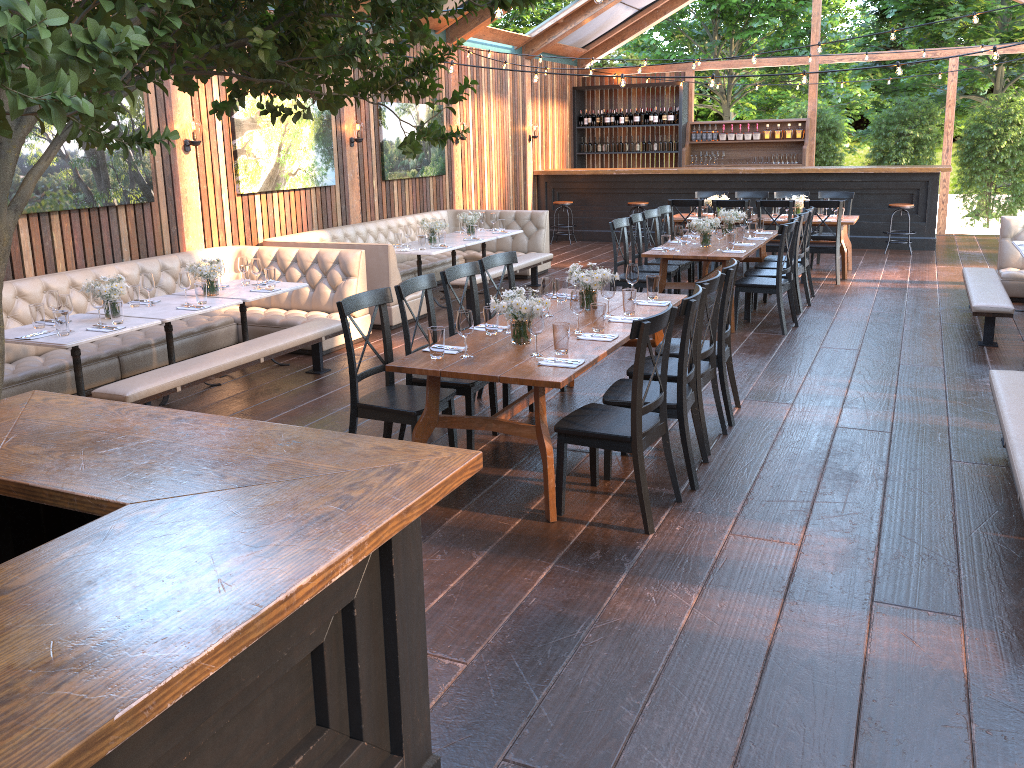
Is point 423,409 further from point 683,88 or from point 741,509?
point 683,88

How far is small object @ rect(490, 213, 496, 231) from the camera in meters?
11.2

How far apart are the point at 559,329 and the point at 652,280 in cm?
169

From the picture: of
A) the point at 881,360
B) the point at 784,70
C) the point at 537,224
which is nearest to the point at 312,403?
the point at 881,360

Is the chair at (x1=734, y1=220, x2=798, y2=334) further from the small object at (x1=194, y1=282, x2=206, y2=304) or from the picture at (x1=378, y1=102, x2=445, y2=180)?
the picture at (x1=378, y1=102, x2=445, y2=180)

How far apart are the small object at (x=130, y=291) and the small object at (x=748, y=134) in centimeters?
1276cm

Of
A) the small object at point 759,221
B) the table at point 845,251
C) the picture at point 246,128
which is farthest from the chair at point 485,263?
the table at point 845,251

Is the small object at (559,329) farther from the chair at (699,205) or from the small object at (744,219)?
the chair at (699,205)

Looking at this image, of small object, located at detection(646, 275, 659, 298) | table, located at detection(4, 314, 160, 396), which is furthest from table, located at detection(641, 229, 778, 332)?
table, located at detection(4, 314, 160, 396)

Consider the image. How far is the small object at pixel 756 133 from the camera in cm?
1631
